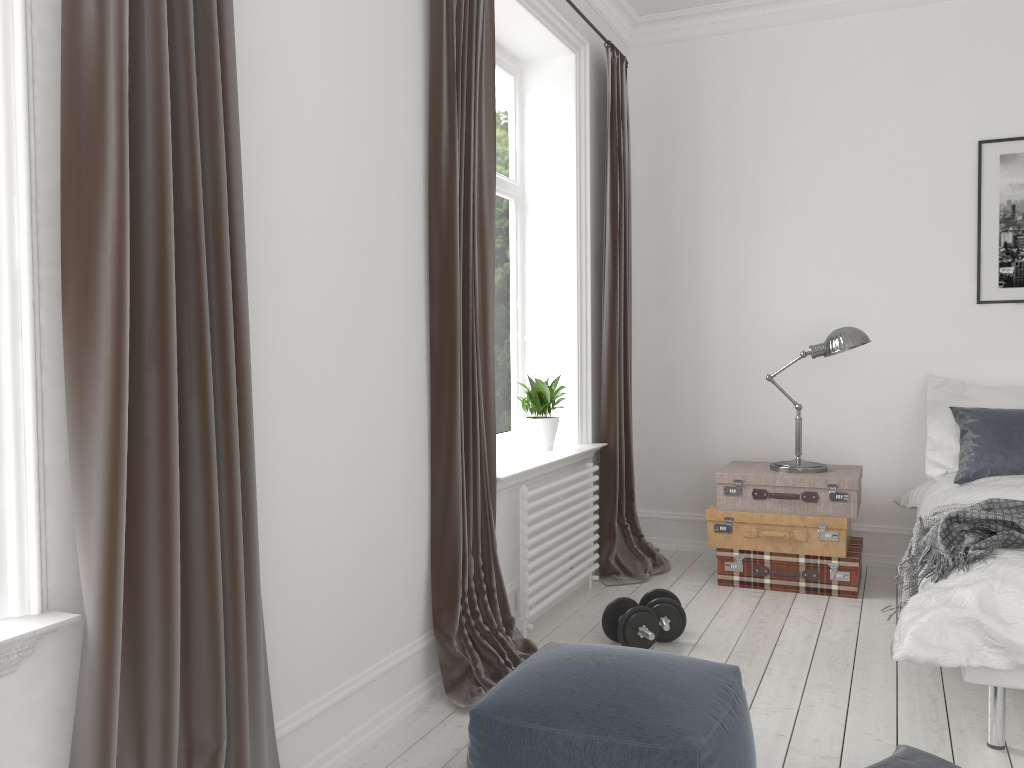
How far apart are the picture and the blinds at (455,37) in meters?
2.7 m

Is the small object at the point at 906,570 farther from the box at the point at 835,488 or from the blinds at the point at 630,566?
the blinds at the point at 630,566

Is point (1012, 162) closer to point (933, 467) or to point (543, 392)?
point (933, 467)

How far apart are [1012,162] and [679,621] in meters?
2.9

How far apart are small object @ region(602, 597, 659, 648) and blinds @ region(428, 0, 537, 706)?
0.34m

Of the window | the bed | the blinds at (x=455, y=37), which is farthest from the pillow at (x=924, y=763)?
the window

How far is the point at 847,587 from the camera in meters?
4.1

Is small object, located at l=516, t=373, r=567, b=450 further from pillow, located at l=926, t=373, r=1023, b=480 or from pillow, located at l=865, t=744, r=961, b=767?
pillow, located at l=865, t=744, r=961, b=767

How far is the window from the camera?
4.3 meters

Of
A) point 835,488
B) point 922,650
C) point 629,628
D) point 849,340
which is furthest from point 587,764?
point 849,340
